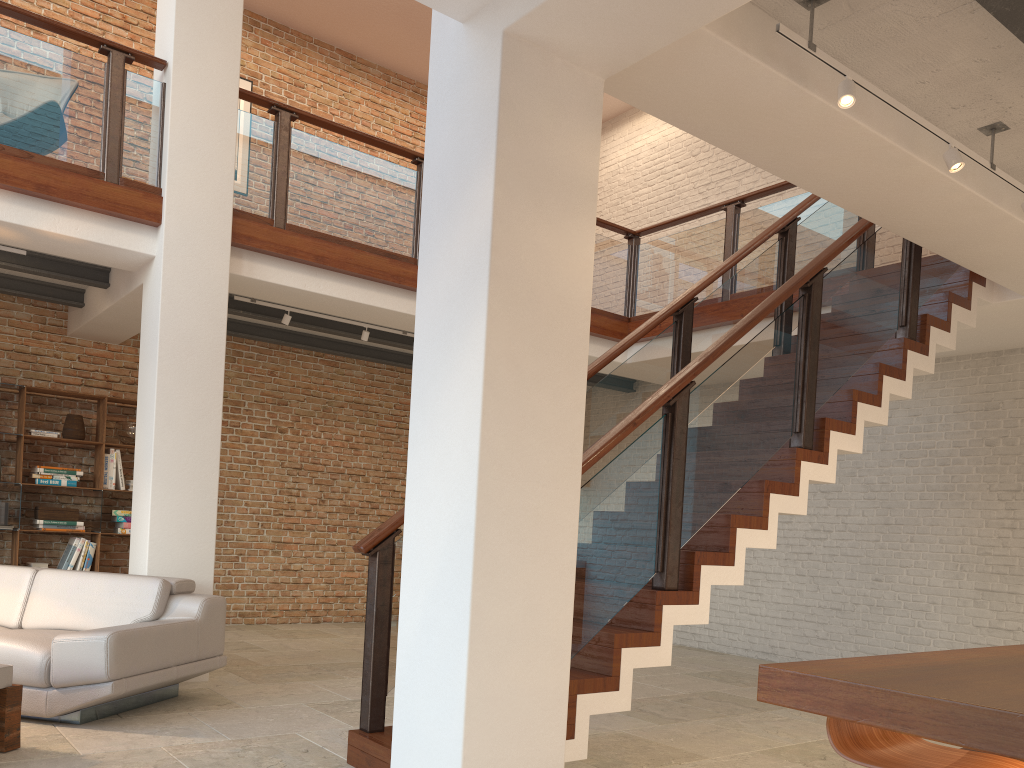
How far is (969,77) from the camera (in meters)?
3.64

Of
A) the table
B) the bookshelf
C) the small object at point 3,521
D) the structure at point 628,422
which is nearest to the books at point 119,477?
the bookshelf

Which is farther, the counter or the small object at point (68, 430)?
the small object at point (68, 430)

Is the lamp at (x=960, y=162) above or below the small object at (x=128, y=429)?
above

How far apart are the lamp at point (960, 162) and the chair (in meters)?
2.57

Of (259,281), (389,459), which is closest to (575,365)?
(259,281)

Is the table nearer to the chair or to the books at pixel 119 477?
the chair

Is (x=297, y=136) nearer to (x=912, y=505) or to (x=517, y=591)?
(x=517, y=591)

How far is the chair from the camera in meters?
2.0

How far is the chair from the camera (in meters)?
1.96
